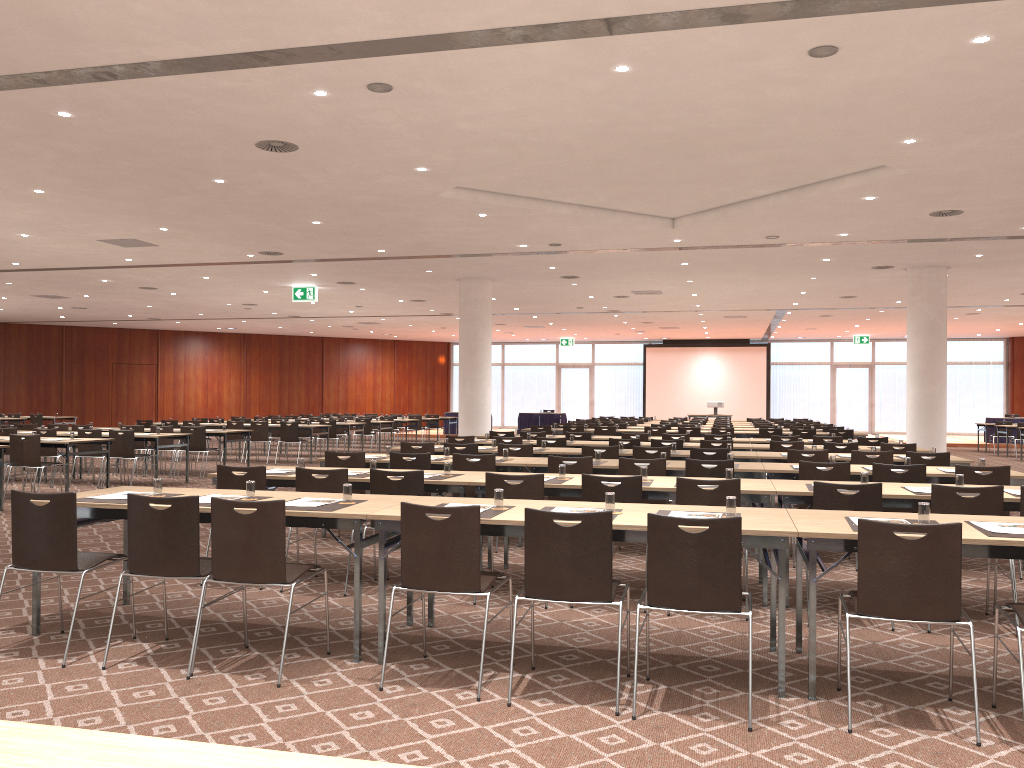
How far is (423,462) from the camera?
8.7m

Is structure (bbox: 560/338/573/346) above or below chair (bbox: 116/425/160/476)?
above

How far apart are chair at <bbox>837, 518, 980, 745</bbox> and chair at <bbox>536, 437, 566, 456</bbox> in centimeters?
805cm

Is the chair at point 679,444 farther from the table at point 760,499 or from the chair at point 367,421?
the chair at point 367,421

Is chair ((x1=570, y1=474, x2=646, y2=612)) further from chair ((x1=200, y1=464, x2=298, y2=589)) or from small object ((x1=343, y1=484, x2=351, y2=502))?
chair ((x1=200, y1=464, x2=298, y2=589))

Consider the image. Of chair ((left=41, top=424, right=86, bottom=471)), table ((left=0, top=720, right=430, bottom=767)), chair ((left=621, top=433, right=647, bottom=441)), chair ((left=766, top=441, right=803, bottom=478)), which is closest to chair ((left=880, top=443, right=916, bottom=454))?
chair ((left=766, top=441, right=803, bottom=478))

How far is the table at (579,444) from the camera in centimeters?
1268cm

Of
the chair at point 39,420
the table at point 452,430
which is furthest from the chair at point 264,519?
the table at point 452,430

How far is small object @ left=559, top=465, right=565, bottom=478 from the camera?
7.1m

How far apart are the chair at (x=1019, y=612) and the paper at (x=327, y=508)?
3.5 meters
